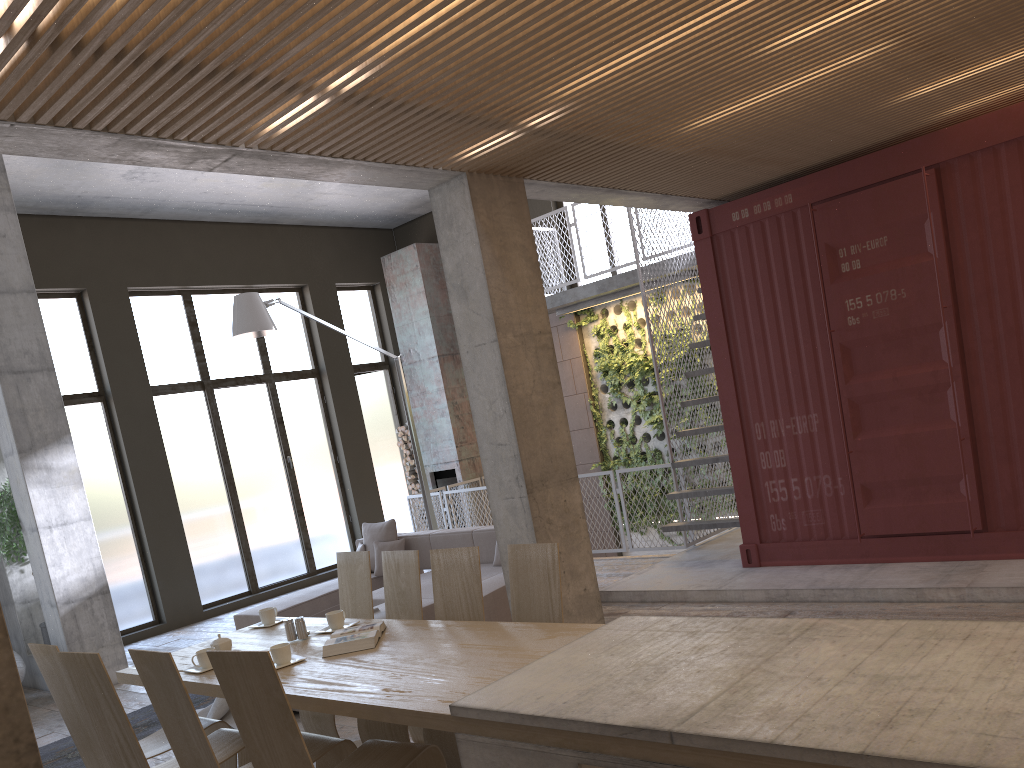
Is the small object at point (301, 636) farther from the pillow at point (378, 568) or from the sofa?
the pillow at point (378, 568)

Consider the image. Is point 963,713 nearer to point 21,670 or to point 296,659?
point 296,659

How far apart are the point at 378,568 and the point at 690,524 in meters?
3.1 m

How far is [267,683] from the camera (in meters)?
2.90

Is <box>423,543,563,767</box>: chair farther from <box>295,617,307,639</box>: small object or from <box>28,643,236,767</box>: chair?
<box>28,643,236,767</box>: chair

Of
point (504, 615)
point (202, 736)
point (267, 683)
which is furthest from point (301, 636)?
point (504, 615)

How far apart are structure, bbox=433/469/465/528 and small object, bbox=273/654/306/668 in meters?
9.3

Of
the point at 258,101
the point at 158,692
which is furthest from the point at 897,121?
the point at 158,692

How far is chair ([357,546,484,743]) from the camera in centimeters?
399cm

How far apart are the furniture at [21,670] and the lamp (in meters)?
3.48
